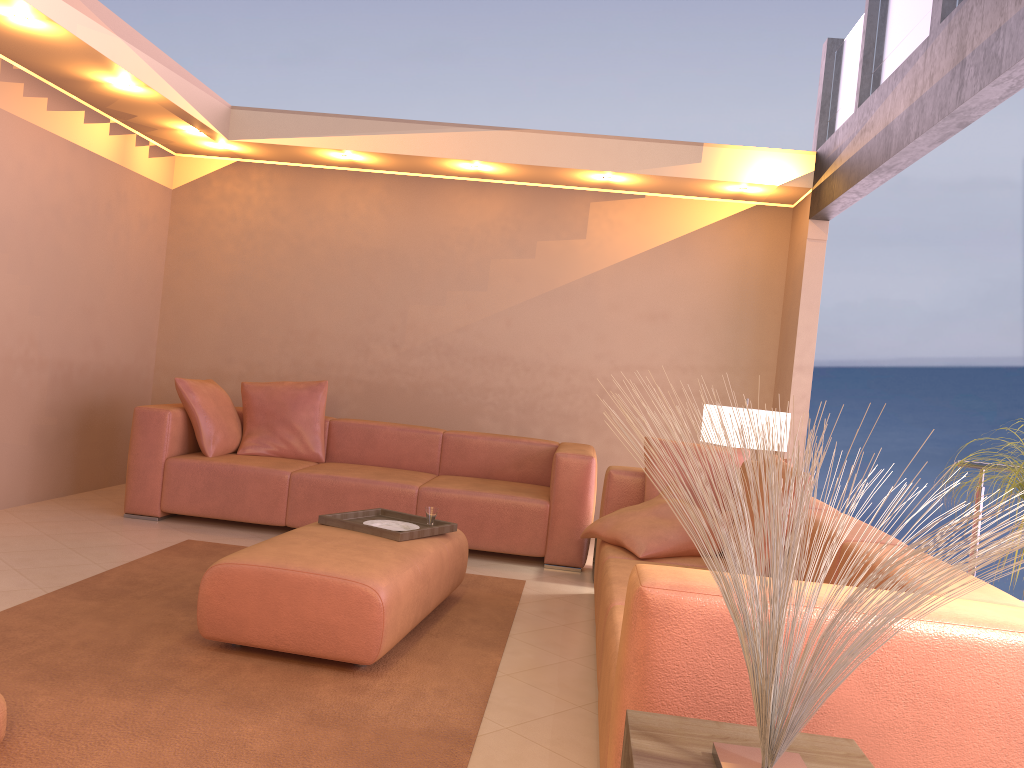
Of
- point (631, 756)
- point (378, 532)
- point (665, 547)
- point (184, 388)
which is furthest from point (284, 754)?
point (184, 388)

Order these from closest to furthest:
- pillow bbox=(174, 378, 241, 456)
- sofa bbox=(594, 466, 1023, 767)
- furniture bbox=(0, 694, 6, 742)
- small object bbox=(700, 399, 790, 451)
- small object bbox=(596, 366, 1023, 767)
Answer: small object bbox=(596, 366, 1023, 767) < sofa bbox=(594, 466, 1023, 767) < furniture bbox=(0, 694, 6, 742) < small object bbox=(700, 399, 790, 451) < pillow bbox=(174, 378, 241, 456)

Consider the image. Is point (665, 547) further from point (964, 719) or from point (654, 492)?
point (964, 719)

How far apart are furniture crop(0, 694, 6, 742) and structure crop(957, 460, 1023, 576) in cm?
342

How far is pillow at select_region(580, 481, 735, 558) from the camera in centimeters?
356cm

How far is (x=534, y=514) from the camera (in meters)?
5.00

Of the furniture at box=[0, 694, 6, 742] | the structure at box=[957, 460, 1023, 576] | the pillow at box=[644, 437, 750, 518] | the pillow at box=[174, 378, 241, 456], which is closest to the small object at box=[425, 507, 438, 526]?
the pillow at box=[644, 437, 750, 518]

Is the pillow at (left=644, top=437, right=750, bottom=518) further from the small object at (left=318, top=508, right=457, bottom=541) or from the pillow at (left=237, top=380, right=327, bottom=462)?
the pillow at (left=237, top=380, right=327, bottom=462)

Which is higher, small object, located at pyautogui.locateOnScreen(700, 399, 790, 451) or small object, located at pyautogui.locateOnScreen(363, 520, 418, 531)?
small object, located at pyautogui.locateOnScreen(700, 399, 790, 451)

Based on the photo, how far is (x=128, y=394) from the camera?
6.4m
